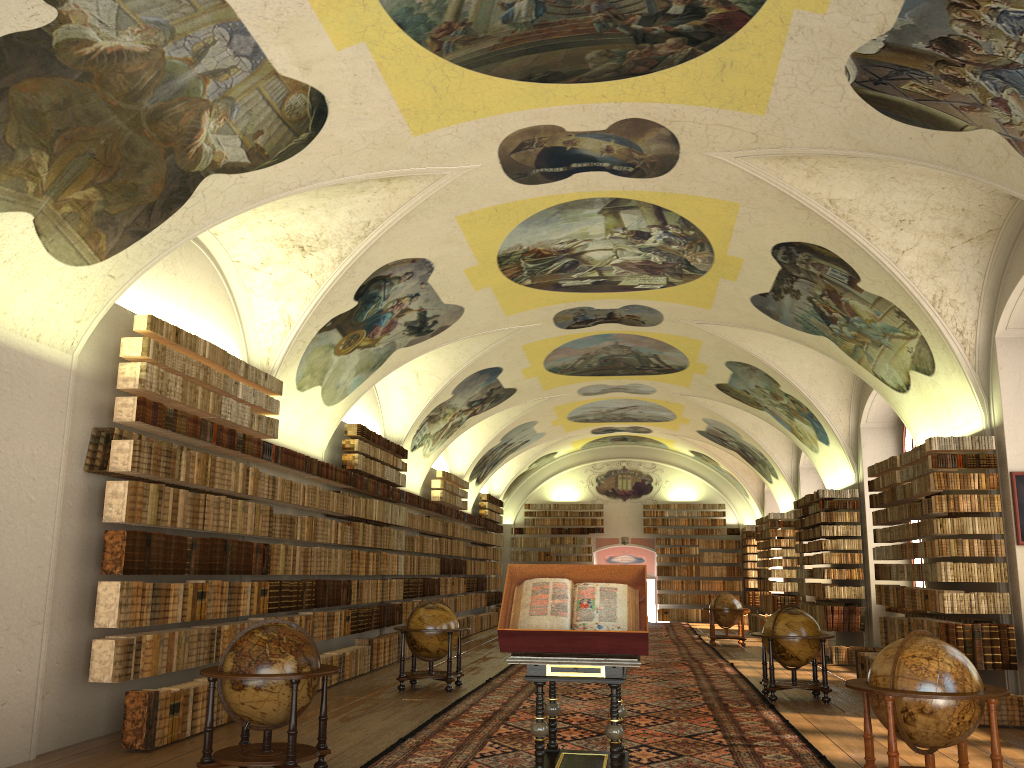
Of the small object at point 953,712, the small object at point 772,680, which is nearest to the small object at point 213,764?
the small object at point 953,712

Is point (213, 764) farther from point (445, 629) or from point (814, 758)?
point (445, 629)

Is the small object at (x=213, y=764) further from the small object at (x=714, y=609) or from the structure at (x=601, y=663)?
the small object at (x=714, y=609)

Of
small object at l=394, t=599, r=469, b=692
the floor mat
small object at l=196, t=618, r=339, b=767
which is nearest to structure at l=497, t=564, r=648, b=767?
the floor mat

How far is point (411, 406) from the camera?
21.6m

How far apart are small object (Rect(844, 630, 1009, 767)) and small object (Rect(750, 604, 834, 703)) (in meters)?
5.70

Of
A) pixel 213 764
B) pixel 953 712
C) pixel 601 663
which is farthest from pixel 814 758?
pixel 213 764

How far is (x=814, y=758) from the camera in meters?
9.1

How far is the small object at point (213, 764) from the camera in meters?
Answer: 7.8

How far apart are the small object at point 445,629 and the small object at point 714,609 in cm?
1128
